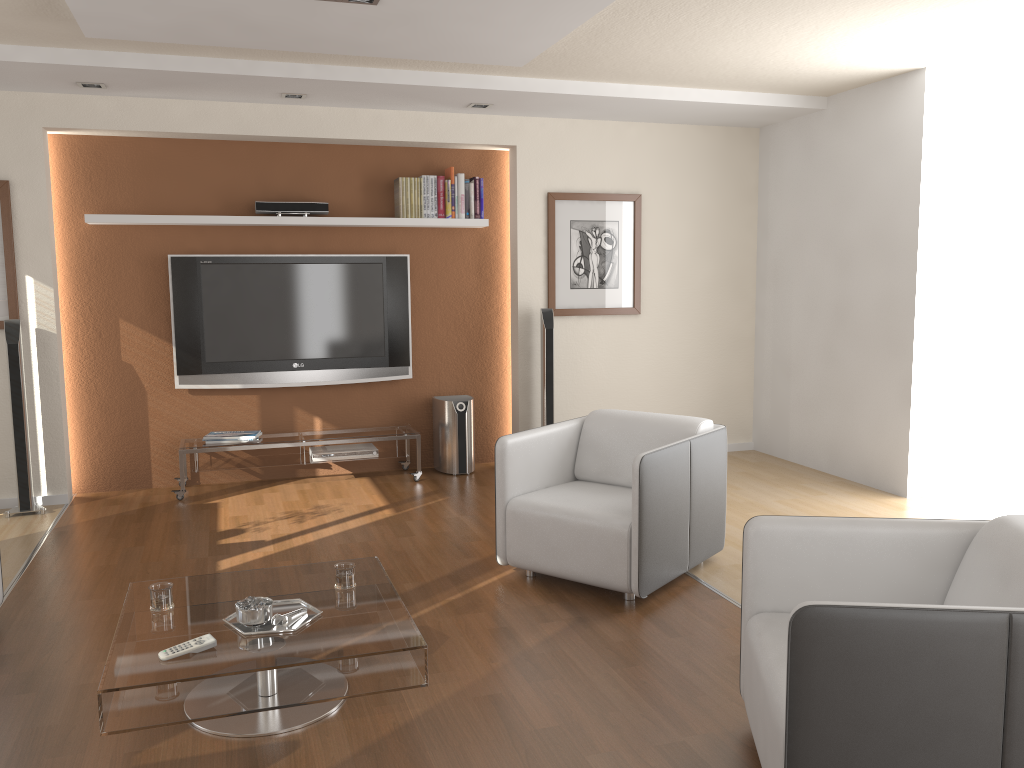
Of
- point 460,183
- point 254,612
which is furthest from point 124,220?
point 254,612

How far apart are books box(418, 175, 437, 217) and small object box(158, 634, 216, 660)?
4.05m

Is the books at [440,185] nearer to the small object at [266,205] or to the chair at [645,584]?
the small object at [266,205]

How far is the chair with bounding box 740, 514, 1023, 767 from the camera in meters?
1.9 m

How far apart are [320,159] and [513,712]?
4.4m

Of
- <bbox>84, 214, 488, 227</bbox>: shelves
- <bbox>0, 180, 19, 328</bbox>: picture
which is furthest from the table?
<bbox>84, 214, 488, 227</bbox>: shelves

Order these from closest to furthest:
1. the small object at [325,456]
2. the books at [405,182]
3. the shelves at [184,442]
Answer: the shelves at [184,442] < the small object at [325,456] < the books at [405,182]

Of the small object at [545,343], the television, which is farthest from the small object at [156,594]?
the small object at [545,343]

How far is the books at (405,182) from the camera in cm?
609

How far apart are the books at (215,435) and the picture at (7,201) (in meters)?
1.35
